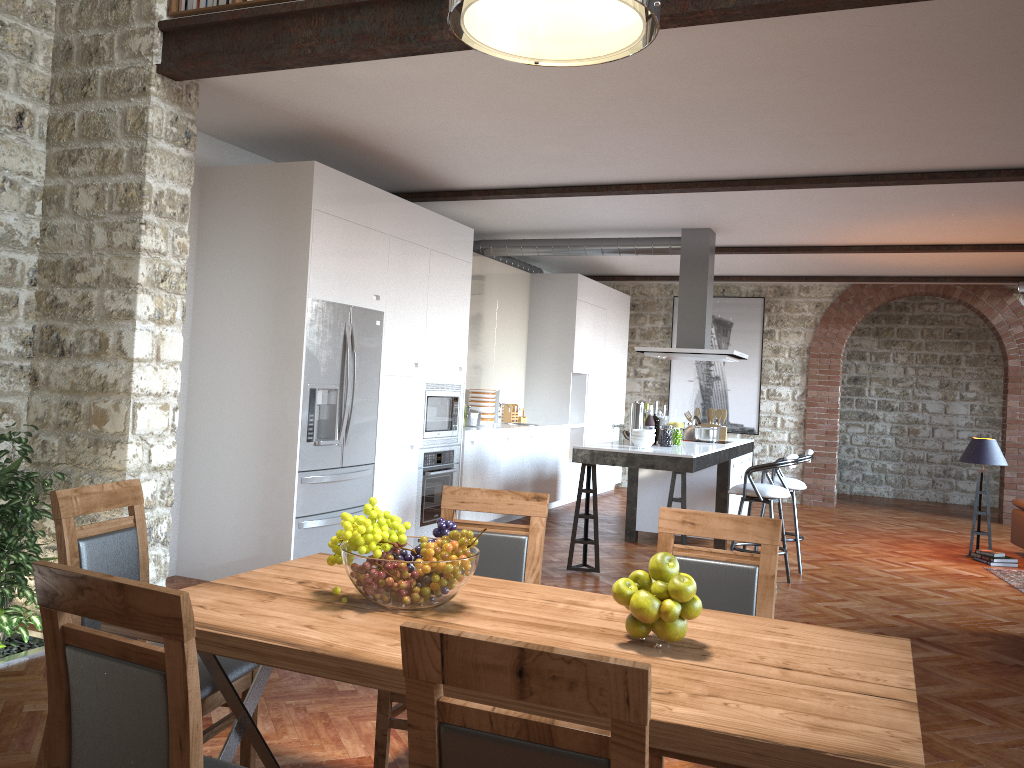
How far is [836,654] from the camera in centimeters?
210cm

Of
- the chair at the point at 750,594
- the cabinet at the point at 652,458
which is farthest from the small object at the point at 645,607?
the cabinet at the point at 652,458

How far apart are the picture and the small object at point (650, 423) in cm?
512

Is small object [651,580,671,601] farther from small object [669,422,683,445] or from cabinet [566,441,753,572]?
small object [669,422,683,445]

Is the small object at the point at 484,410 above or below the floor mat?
above

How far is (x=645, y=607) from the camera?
2.0 meters

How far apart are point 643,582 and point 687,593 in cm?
13

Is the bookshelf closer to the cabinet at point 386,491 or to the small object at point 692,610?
the cabinet at point 386,491

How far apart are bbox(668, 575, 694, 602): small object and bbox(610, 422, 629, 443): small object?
5.2m

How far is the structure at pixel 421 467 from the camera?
7.06m
